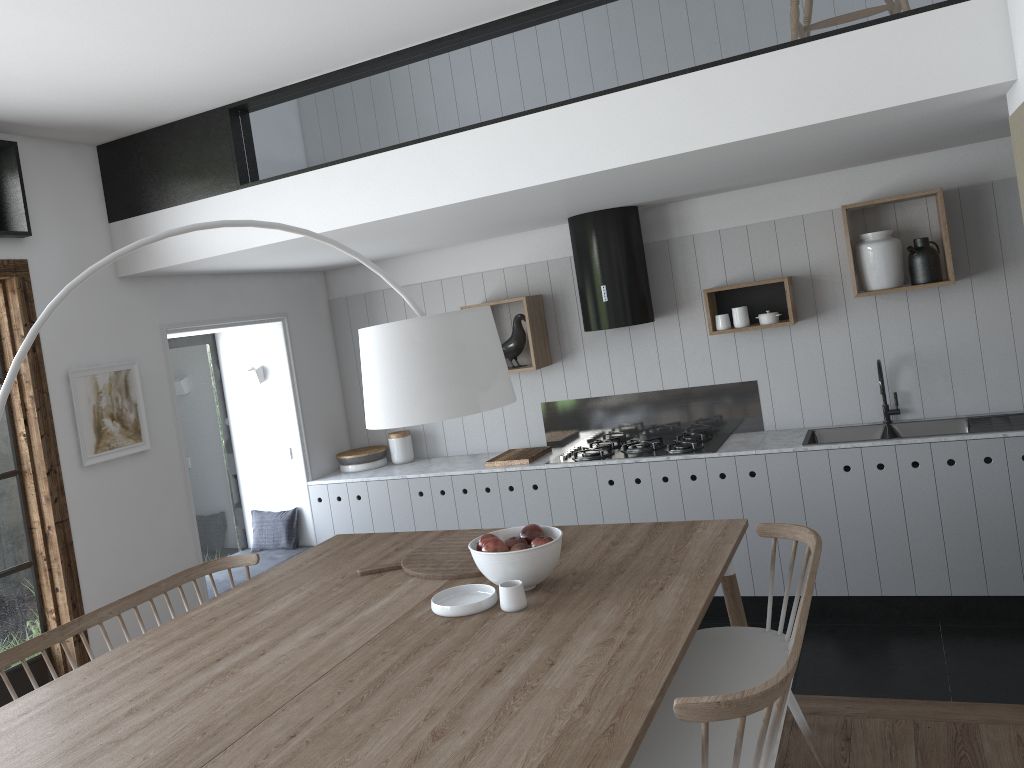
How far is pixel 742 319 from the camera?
5.0m

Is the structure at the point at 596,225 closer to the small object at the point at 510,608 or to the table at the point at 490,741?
the table at the point at 490,741

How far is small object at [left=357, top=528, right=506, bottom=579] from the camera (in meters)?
3.21

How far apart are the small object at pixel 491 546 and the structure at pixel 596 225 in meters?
2.2 m

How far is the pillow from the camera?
5.8 meters

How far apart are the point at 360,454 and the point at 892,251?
3.46m

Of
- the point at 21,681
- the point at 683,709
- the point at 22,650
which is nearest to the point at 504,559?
the point at 683,709

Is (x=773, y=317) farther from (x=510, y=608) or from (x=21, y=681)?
(x=21, y=681)

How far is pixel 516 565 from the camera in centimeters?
282cm

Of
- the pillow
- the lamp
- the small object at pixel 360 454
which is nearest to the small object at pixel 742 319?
the small object at pixel 360 454
